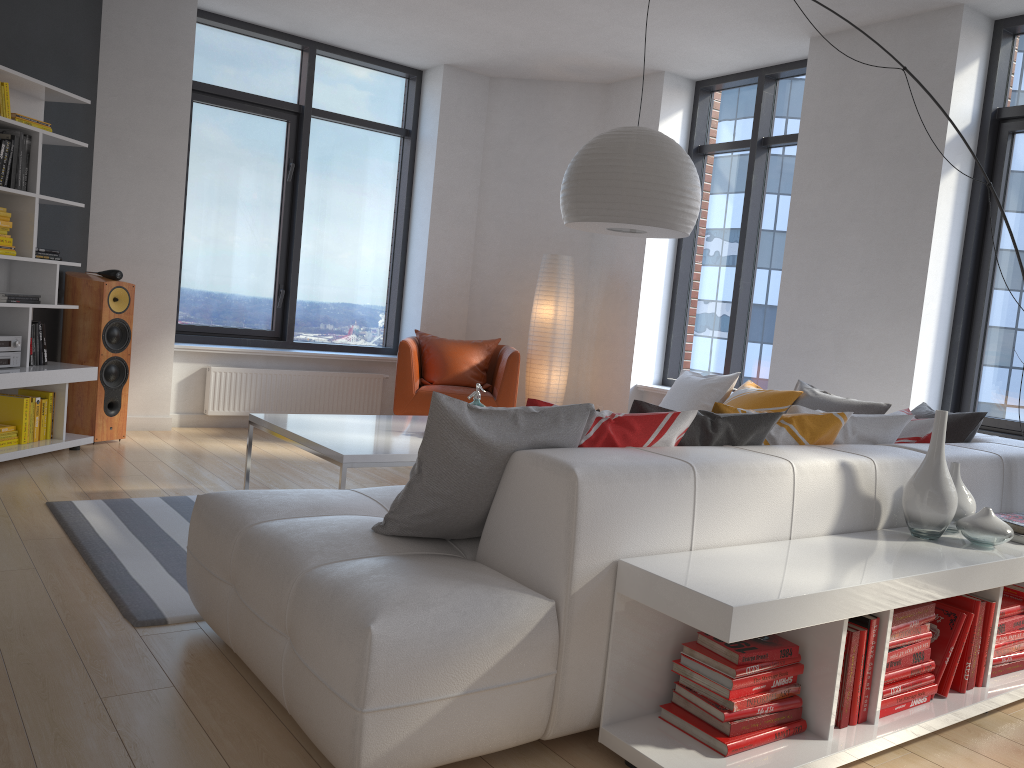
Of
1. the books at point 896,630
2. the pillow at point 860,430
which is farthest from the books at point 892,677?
the pillow at point 860,430

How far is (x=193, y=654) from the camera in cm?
255

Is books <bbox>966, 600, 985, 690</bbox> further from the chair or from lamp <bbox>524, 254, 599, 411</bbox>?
lamp <bbox>524, 254, 599, 411</bbox>

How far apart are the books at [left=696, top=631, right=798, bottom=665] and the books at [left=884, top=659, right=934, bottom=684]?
0.37m

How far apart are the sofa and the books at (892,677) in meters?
0.4

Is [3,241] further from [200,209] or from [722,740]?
[722,740]

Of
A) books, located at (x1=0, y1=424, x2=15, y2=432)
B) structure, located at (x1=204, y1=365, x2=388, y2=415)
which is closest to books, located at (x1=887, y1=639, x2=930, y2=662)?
books, located at (x1=0, y1=424, x2=15, y2=432)

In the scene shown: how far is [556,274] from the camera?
6.9m

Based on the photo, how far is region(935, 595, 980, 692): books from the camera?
2.6m

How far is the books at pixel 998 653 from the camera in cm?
279
